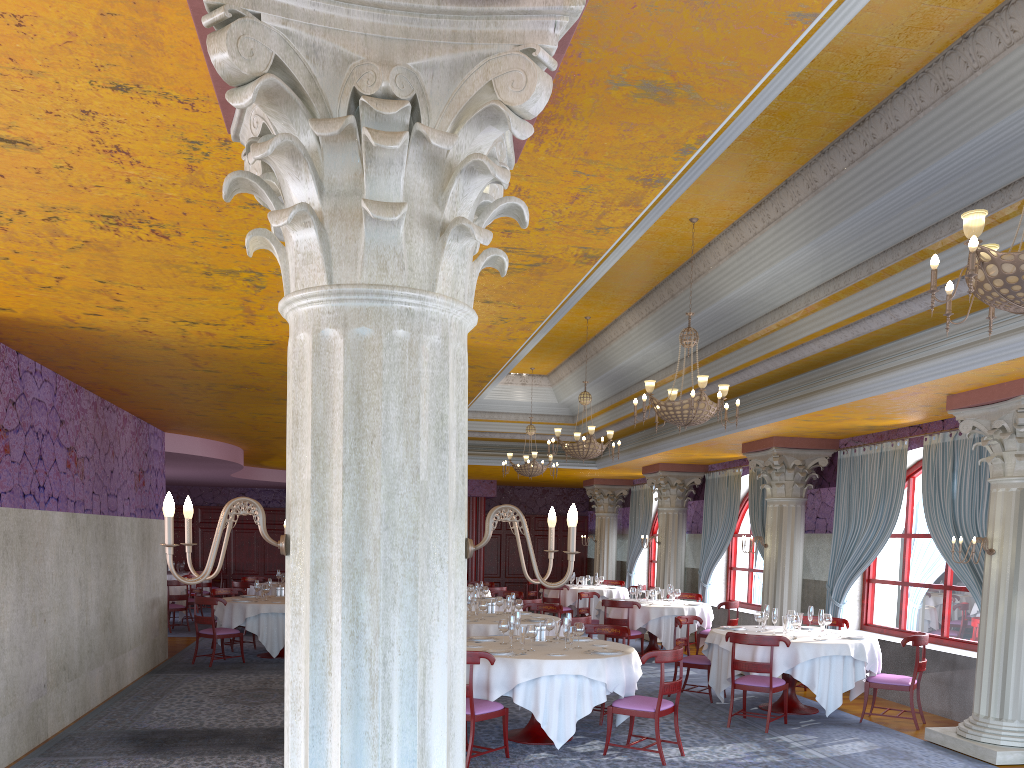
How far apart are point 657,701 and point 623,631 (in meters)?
2.08

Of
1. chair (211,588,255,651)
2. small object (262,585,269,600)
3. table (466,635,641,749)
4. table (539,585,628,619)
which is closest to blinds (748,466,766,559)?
table (539,585,628,619)

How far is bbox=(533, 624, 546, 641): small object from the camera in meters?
8.6

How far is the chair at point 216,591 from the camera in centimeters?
1481cm

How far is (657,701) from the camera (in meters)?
7.52

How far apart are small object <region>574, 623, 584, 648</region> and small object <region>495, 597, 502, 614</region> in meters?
3.7 m

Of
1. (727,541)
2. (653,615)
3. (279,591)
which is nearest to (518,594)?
(653,615)

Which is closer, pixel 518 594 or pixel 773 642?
pixel 773 642

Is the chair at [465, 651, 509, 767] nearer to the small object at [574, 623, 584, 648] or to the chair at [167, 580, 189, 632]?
the small object at [574, 623, 584, 648]

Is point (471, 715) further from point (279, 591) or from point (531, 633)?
point (279, 591)
